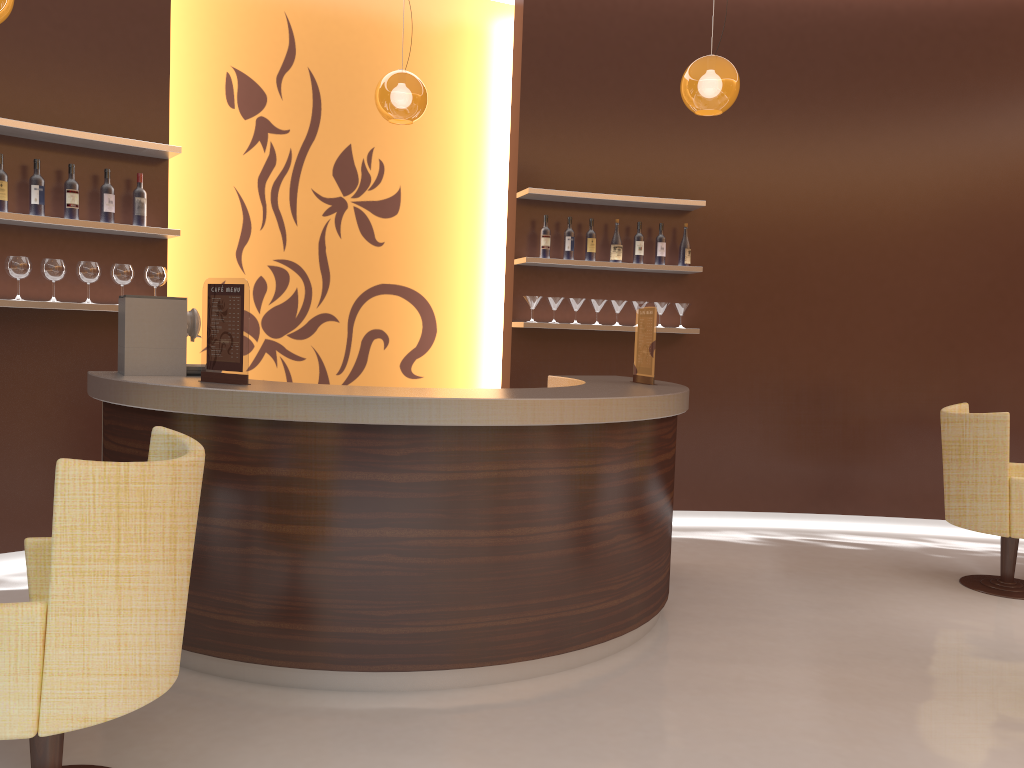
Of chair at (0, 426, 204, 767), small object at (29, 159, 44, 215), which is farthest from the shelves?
chair at (0, 426, 204, 767)

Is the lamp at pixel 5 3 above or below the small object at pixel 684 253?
above

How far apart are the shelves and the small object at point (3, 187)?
0.07m

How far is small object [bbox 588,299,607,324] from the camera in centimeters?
600cm

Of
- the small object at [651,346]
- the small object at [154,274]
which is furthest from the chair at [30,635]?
the small object at [651,346]

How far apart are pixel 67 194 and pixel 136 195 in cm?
34

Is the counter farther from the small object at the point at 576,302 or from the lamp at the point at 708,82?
the lamp at the point at 708,82

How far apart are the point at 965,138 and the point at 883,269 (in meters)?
1.06

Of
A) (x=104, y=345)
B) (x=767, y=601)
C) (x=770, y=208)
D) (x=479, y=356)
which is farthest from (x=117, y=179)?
(x=770, y=208)

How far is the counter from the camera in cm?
319
